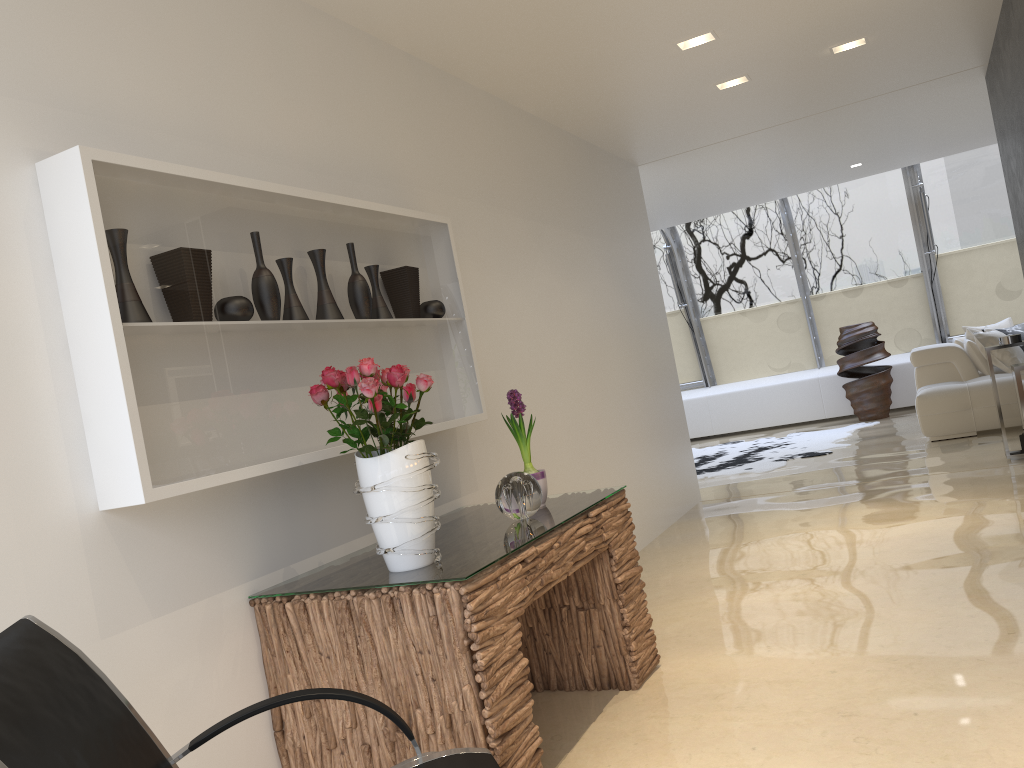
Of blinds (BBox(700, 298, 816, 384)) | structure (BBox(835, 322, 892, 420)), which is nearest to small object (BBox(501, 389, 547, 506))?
structure (BBox(835, 322, 892, 420))

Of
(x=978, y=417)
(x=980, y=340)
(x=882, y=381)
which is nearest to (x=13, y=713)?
(x=978, y=417)

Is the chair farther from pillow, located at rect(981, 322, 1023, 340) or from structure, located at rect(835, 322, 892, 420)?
structure, located at rect(835, 322, 892, 420)

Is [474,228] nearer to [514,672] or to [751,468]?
[514,672]

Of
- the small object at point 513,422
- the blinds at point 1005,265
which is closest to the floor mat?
the blinds at point 1005,265

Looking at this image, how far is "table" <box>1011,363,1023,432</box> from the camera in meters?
4.4 m

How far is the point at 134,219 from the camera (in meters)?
2.36

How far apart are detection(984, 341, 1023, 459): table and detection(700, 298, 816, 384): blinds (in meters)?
5.62

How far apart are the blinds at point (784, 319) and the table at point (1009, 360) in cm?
562

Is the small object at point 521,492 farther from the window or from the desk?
the window
